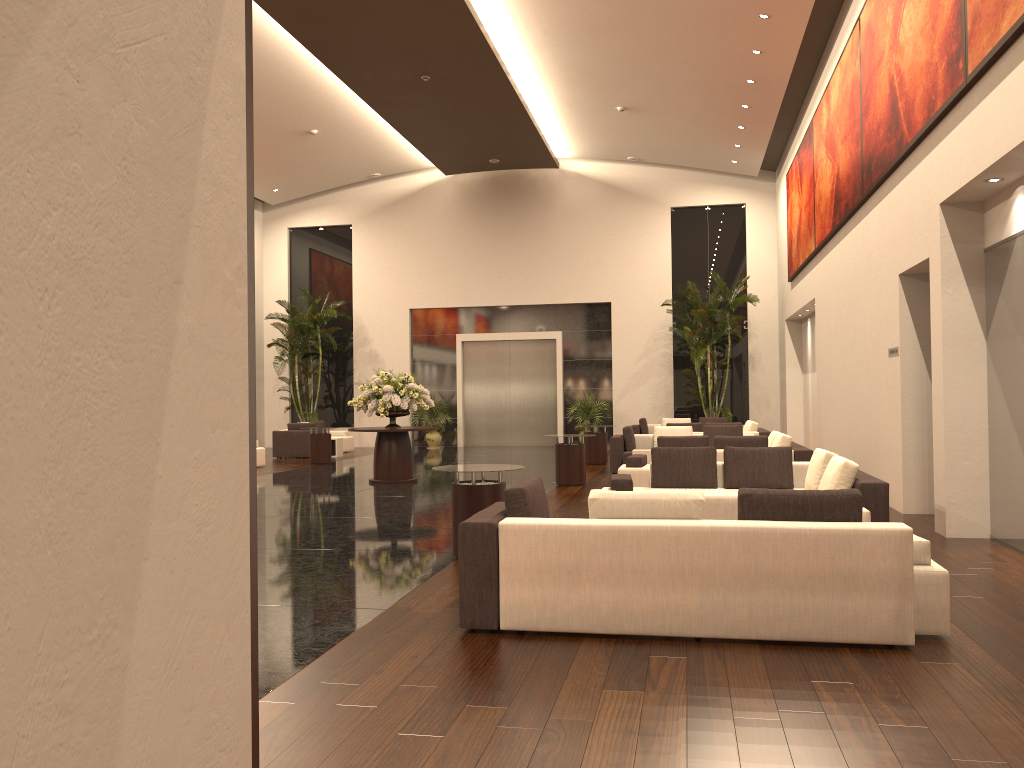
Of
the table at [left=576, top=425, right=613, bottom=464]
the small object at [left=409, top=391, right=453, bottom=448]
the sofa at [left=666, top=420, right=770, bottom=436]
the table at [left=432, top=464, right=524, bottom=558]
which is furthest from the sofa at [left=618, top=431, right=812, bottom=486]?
the small object at [left=409, top=391, right=453, bottom=448]

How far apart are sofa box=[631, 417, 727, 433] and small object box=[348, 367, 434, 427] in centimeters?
748cm

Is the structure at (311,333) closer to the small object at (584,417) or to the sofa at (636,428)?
the small object at (584,417)

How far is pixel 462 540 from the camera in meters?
5.4 m

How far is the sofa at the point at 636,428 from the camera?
21.5 meters

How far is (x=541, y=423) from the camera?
25.2m

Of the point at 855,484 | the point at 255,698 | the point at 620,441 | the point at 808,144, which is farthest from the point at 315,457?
the point at 255,698

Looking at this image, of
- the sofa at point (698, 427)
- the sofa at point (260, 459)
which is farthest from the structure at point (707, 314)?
the sofa at point (260, 459)

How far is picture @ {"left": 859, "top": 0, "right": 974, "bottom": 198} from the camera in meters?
8.1

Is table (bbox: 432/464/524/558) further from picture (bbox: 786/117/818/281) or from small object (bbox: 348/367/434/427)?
picture (bbox: 786/117/818/281)
